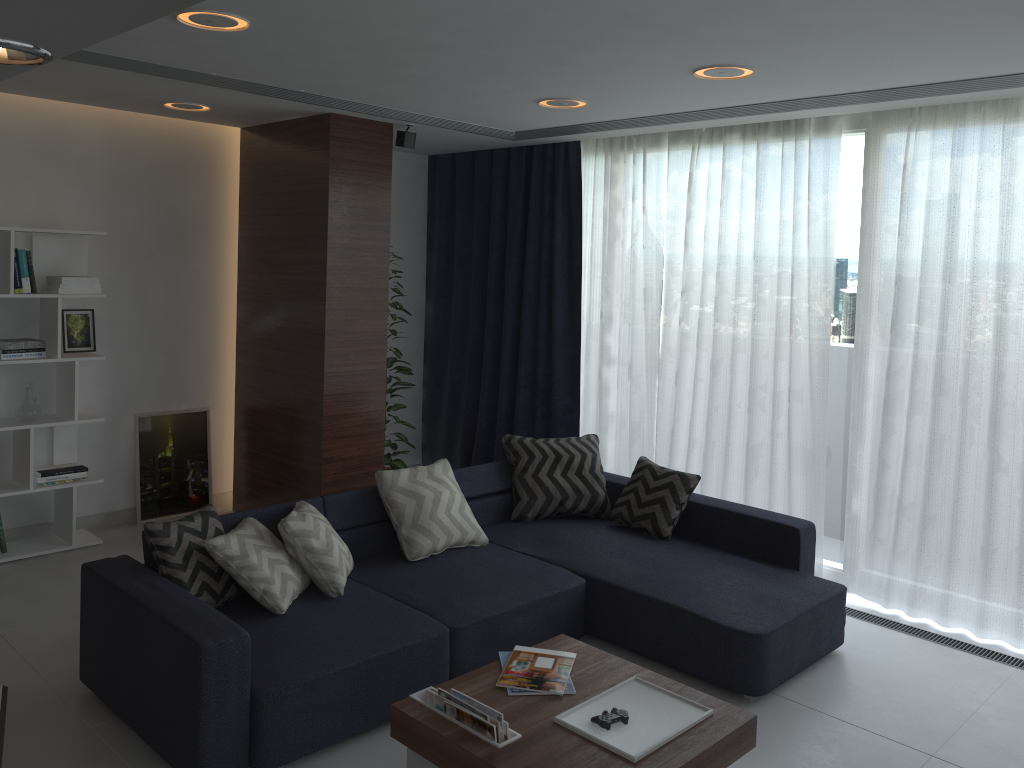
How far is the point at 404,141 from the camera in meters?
5.3

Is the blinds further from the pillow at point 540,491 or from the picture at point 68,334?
the picture at point 68,334

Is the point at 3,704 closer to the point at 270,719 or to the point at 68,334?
the point at 270,719

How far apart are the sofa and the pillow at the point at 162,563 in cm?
3

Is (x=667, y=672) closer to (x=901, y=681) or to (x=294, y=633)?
(x=901, y=681)

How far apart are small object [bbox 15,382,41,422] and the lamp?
1.7 meters

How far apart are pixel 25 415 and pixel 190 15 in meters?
2.8 m

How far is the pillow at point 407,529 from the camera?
4.19m

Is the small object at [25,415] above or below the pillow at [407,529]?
above

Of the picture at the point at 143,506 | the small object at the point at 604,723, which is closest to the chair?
the small object at the point at 604,723
